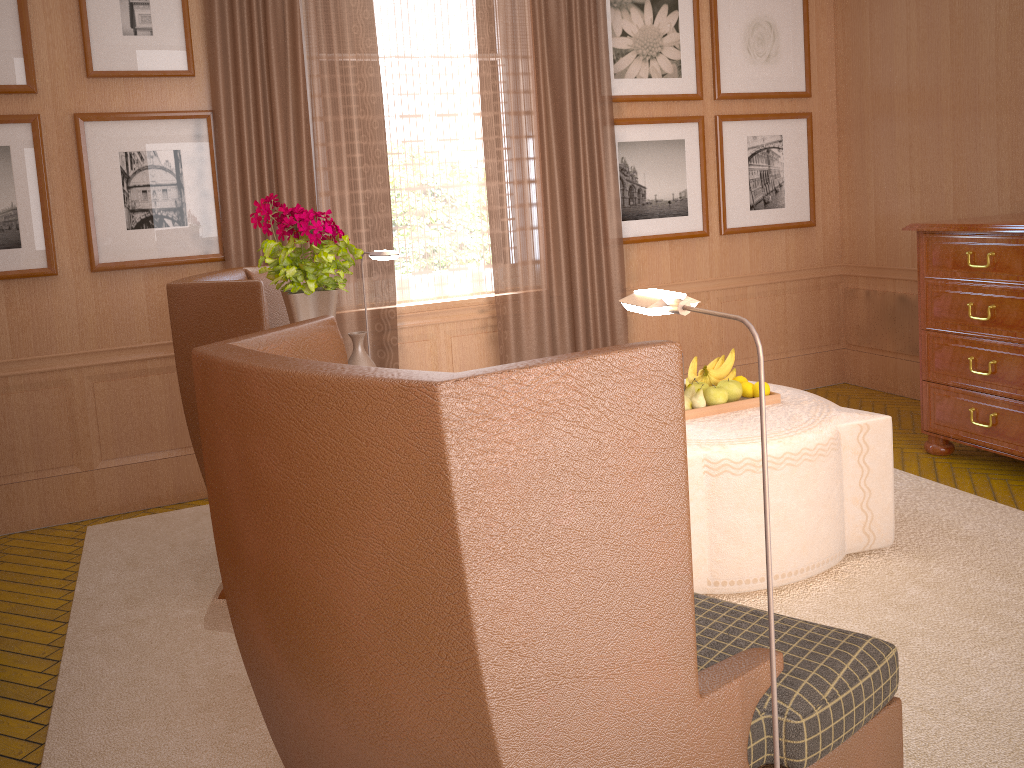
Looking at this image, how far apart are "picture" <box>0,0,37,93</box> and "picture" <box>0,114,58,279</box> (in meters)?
0.19

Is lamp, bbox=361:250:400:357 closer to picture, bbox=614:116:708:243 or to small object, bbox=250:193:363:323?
small object, bbox=250:193:363:323

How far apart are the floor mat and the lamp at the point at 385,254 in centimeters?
243cm

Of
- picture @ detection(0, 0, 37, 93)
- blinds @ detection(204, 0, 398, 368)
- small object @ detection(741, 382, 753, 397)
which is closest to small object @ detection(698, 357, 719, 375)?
small object @ detection(741, 382, 753, 397)

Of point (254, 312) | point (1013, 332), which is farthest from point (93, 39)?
point (1013, 332)

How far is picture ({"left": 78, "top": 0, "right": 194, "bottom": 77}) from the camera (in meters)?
6.70

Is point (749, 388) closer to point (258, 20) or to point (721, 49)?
point (721, 49)

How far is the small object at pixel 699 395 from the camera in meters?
5.6

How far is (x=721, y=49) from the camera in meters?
8.8

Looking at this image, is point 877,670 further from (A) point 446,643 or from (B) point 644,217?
(B) point 644,217
